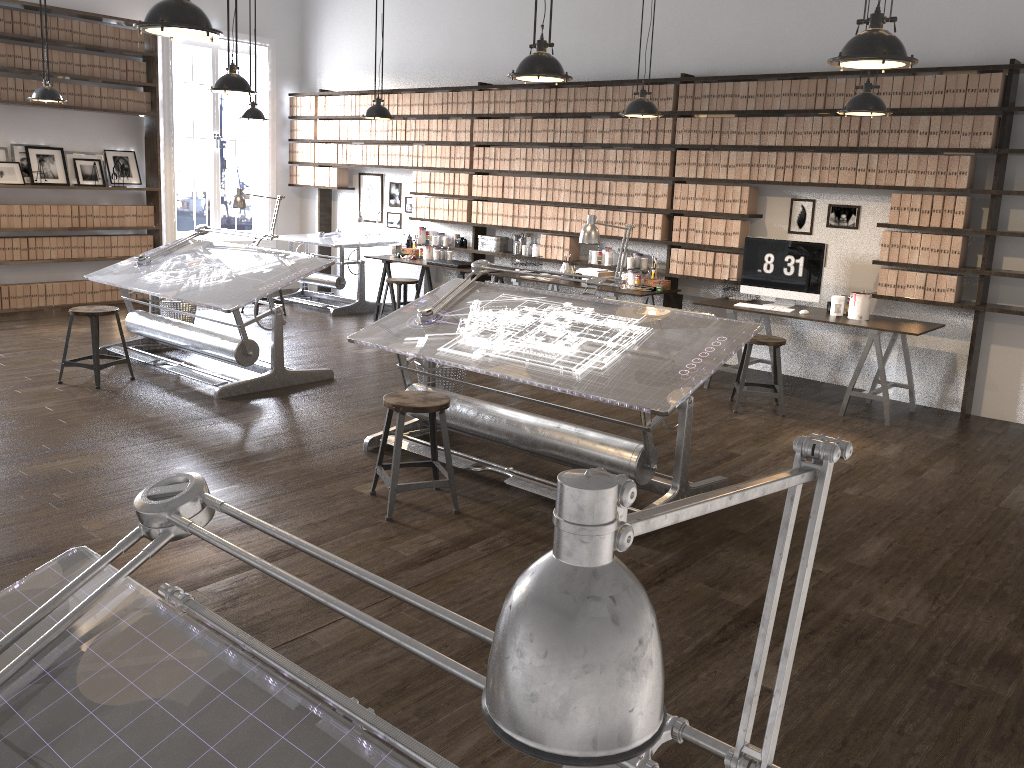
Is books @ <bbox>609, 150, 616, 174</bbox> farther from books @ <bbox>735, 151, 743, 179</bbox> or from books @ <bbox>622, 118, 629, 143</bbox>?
books @ <bbox>735, 151, 743, 179</bbox>

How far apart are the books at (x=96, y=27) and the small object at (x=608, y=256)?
5.70m

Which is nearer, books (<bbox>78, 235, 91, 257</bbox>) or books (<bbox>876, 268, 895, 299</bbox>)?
books (<bbox>876, 268, 895, 299</bbox>)

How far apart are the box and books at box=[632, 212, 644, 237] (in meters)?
0.46

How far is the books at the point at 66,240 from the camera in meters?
9.2

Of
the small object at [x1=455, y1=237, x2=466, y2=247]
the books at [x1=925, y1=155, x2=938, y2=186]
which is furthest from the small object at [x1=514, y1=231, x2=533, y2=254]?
the books at [x1=925, y1=155, x2=938, y2=186]

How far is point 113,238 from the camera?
9.5 meters

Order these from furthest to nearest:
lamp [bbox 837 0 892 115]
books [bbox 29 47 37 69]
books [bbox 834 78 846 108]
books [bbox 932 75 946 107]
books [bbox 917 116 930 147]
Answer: books [bbox 29 47 37 69], books [bbox 834 78 846 108], books [bbox 917 116 930 147], books [bbox 932 75 946 107], lamp [bbox 837 0 892 115]

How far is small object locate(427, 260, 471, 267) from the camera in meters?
8.5 m

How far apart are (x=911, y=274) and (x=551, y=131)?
3.50m
